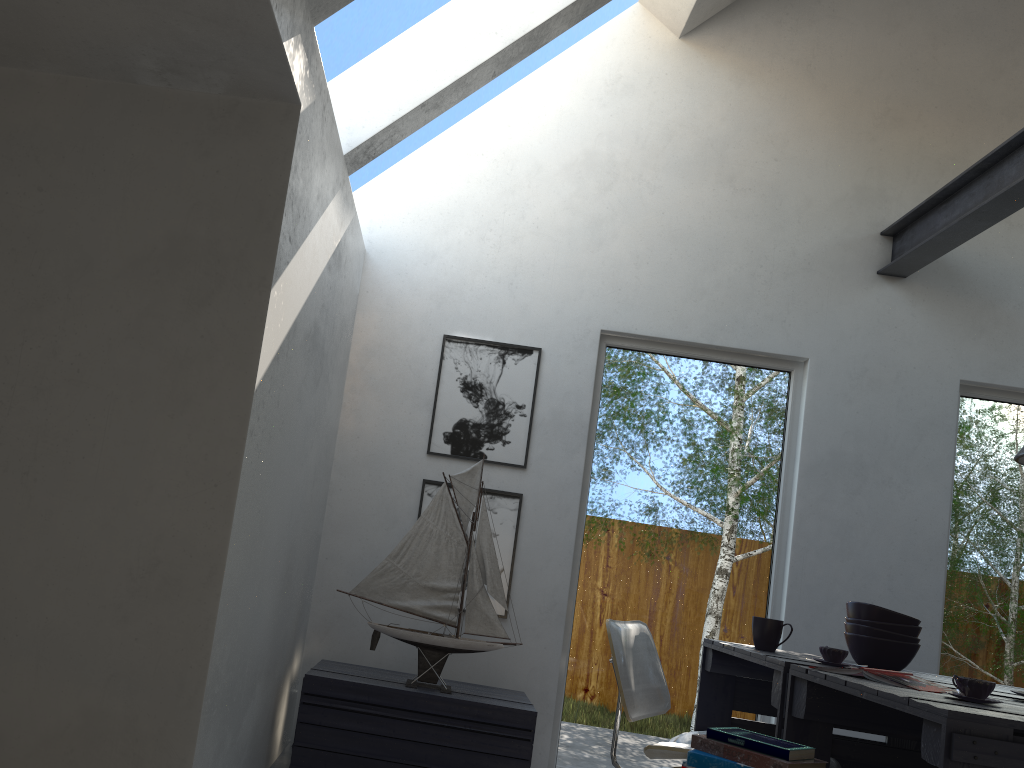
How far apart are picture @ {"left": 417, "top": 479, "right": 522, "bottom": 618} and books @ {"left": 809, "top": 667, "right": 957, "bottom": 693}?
1.9m

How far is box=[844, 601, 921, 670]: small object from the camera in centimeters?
291cm

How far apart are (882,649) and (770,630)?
0.4m

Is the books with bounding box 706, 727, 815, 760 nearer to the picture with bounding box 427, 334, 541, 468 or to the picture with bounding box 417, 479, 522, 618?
the picture with bounding box 417, 479, 522, 618

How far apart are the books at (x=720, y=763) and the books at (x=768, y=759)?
0.0 meters

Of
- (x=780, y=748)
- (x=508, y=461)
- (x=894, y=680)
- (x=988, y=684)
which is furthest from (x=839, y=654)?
(x=508, y=461)

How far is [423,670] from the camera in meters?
3.5 m

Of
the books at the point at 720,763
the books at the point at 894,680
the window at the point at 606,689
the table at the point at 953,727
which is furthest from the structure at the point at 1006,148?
the books at the point at 720,763

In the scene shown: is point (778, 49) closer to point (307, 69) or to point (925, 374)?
point (925, 374)

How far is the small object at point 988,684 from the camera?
2.1 meters
